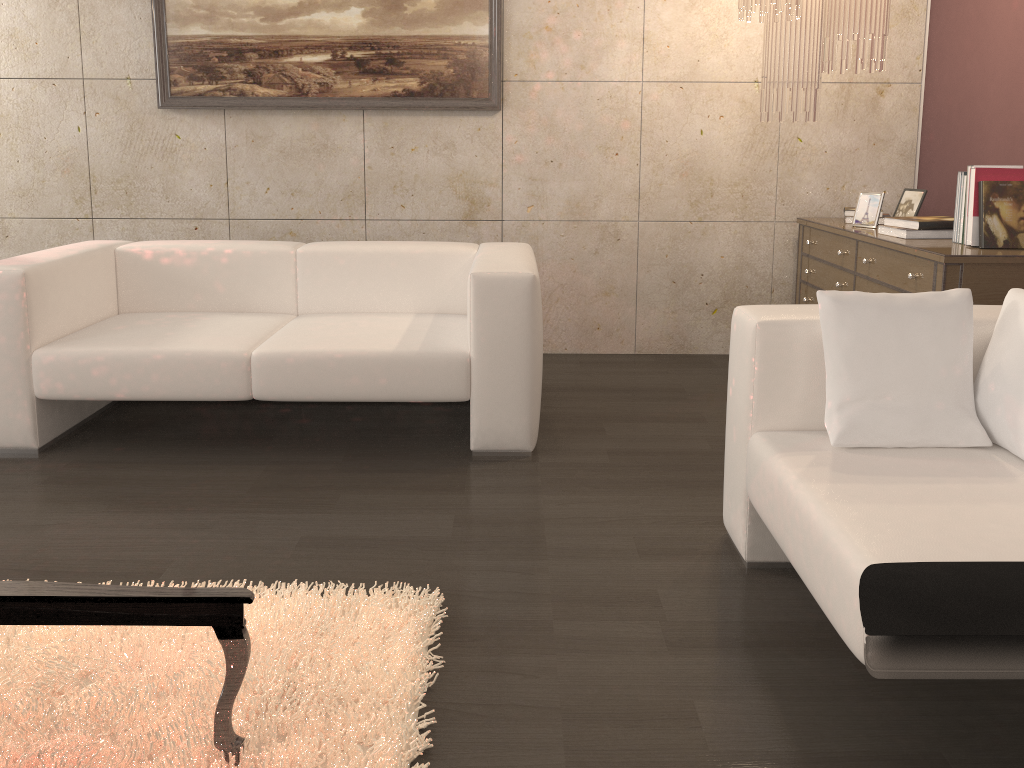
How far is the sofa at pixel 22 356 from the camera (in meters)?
3.03

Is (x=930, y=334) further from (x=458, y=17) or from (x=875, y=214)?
(x=458, y=17)

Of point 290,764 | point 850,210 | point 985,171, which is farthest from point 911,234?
point 290,764

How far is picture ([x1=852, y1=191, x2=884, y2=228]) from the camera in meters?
3.8 m

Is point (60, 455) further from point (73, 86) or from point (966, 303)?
point (966, 303)

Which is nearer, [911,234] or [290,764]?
[290,764]

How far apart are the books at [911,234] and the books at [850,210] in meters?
0.5

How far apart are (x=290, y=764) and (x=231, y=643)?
0.3m

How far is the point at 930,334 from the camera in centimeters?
206cm

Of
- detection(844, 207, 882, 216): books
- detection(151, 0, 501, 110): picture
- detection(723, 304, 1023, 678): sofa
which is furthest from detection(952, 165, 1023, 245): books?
detection(151, 0, 501, 110): picture
